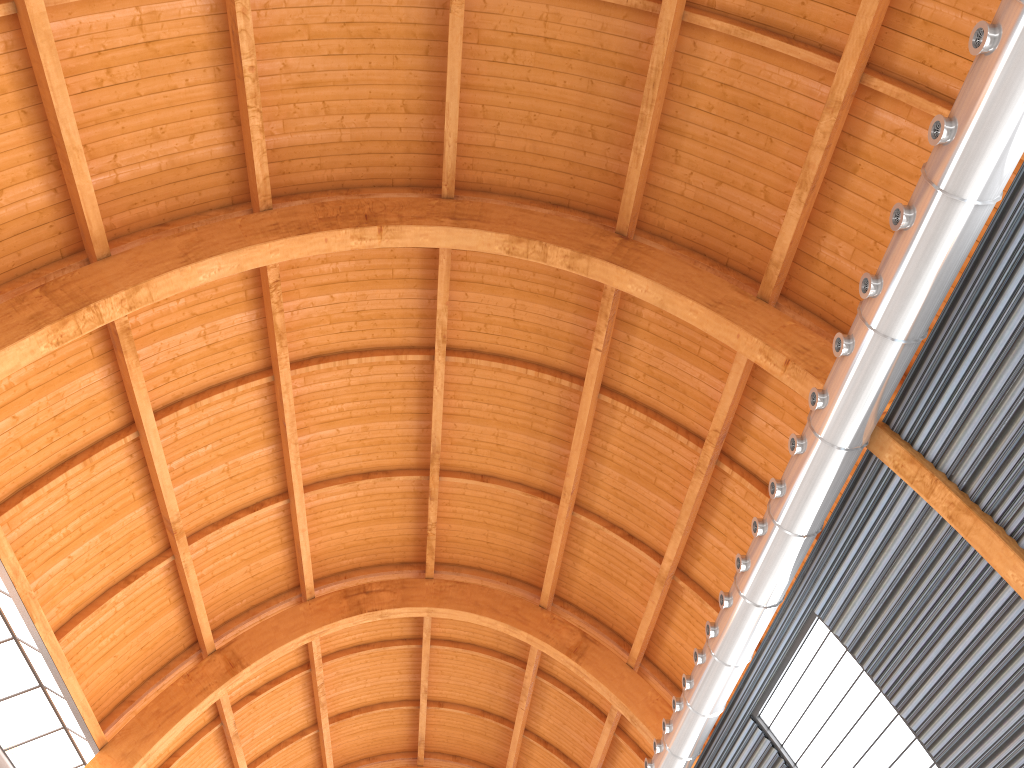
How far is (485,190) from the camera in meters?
23.1 m
